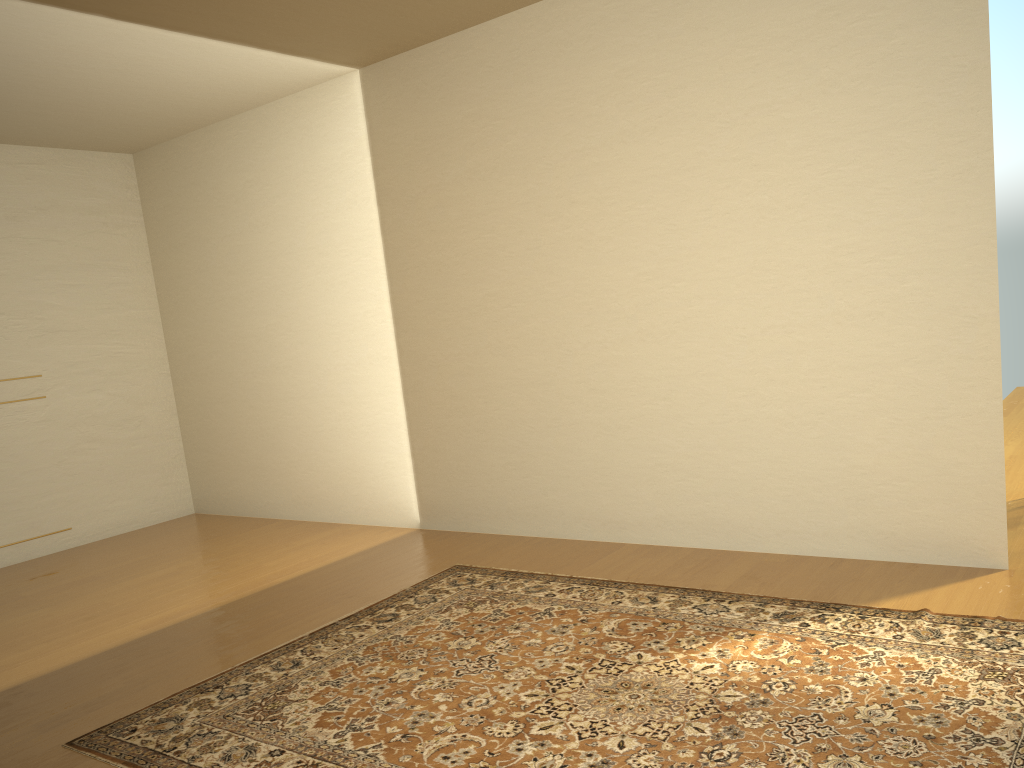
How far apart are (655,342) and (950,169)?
1.5 meters

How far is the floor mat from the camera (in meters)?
2.45

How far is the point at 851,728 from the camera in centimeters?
245cm
